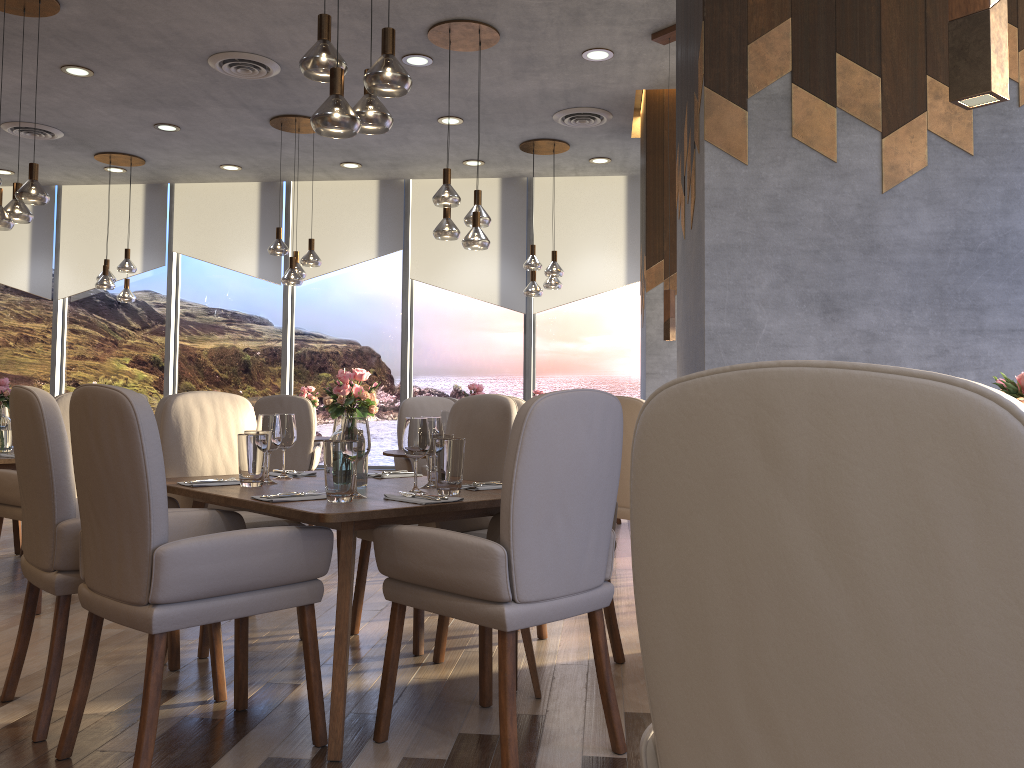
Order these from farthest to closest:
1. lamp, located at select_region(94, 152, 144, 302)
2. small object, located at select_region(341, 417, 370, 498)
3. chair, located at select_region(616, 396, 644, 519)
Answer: lamp, located at select_region(94, 152, 144, 302) < chair, located at select_region(616, 396, 644, 519) < small object, located at select_region(341, 417, 370, 498)

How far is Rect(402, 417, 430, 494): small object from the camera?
2.8 meters

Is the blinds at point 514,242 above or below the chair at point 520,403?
above

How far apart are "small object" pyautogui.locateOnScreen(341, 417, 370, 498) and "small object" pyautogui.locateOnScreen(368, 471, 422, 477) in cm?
78

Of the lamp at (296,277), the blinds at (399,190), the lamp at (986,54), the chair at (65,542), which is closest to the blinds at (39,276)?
the blinds at (399,190)

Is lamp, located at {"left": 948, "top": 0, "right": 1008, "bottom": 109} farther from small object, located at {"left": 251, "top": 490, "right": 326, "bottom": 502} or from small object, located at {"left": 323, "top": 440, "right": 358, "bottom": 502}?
small object, located at {"left": 251, "top": 490, "right": 326, "bottom": 502}

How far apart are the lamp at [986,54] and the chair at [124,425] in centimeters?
183cm

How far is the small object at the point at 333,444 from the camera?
2.6 meters

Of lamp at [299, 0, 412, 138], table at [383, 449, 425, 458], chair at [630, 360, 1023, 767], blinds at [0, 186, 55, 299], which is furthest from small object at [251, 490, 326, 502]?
blinds at [0, 186, 55, 299]

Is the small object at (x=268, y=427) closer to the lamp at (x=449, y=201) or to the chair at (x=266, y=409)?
the lamp at (x=449, y=201)
